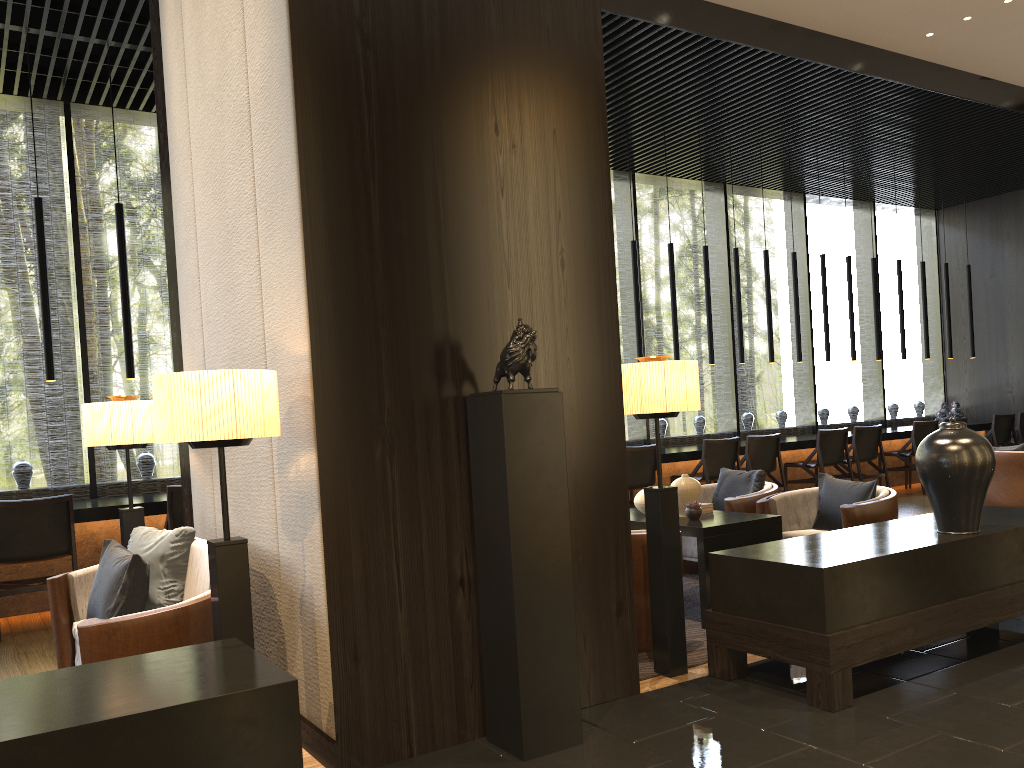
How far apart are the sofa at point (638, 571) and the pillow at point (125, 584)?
2.1 meters

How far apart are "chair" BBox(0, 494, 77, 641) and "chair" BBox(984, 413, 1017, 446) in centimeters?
1015cm

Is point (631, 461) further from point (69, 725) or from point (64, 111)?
point (69, 725)

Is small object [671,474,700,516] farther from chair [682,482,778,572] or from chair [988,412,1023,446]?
chair [988,412,1023,446]

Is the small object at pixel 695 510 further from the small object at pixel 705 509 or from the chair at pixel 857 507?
the chair at pixel 857 507

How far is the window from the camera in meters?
7.4

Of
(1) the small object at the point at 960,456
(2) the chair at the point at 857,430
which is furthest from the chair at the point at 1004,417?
(1) the small object at the point at 960,456

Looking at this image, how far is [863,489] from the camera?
5.1m

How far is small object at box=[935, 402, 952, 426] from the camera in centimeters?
1123cm

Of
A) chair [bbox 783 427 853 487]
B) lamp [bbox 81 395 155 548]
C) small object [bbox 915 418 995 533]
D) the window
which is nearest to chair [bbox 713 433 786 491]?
chair [bbox 783 427 853 487]
